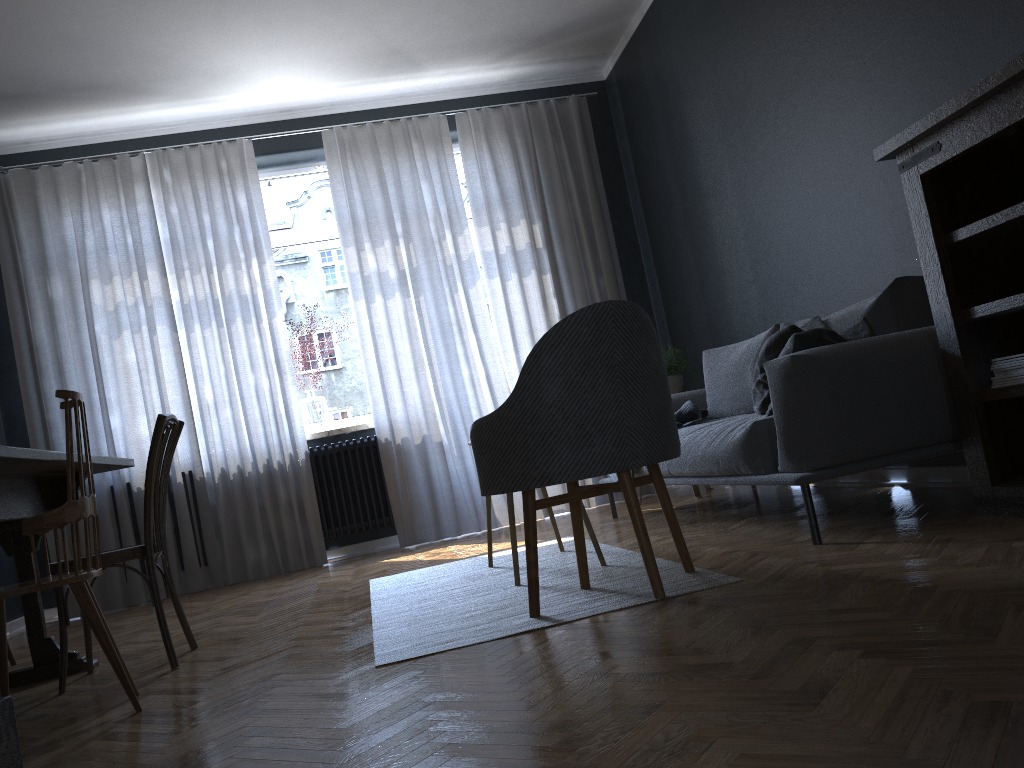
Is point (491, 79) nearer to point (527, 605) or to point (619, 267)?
point (619, 267)

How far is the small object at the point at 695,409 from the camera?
4.12m

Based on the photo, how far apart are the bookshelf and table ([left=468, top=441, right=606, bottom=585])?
1.2m

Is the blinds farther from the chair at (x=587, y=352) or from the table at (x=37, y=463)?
the chair at (x=587, y=352)

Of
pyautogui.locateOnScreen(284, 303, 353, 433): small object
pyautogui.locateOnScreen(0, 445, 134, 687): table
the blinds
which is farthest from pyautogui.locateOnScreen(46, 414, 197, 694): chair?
pyautogui.locateOnScreen(284, 303, 353, 433): small object

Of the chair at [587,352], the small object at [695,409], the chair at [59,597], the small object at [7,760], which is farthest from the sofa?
the small object at [7,760]

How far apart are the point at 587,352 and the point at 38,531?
1.43m

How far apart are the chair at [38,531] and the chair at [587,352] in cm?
102

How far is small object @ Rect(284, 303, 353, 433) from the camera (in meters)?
5.77

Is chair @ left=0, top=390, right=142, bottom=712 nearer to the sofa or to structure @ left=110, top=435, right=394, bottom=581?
the sofa
